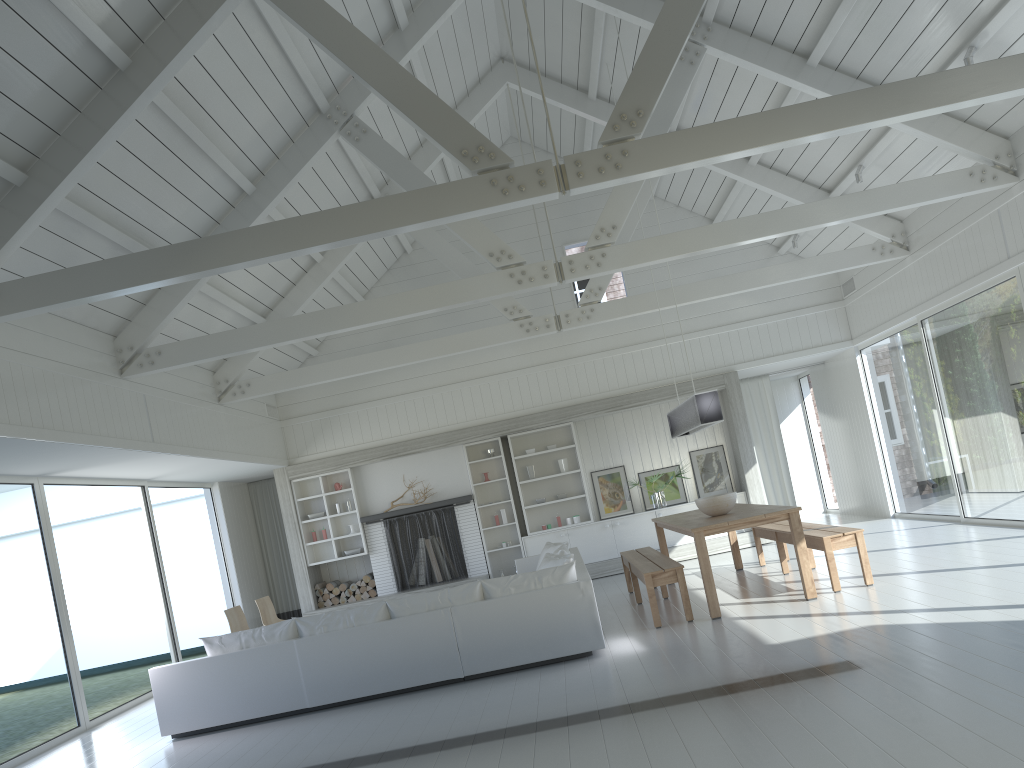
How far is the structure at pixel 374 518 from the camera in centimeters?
1221cm

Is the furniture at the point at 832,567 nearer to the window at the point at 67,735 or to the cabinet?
the cabinet

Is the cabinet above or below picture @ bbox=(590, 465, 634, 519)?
below

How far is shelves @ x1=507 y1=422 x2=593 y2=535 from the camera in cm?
1266

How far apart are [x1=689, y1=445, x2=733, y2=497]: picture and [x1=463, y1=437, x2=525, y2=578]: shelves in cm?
263

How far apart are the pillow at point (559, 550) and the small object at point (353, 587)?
3.8 meters

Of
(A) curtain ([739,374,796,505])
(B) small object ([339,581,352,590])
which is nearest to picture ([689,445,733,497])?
(A) curtain ([739,374,796,505])

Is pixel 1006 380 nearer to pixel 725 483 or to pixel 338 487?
pixel 725 483

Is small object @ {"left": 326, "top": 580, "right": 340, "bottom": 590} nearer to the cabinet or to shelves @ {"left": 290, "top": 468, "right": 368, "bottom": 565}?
shelves @ {"left": 290, "top": 468, "right": 368, "bottom": 565}

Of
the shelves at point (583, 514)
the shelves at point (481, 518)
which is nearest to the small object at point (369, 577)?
the shelves at point (481, 518)
